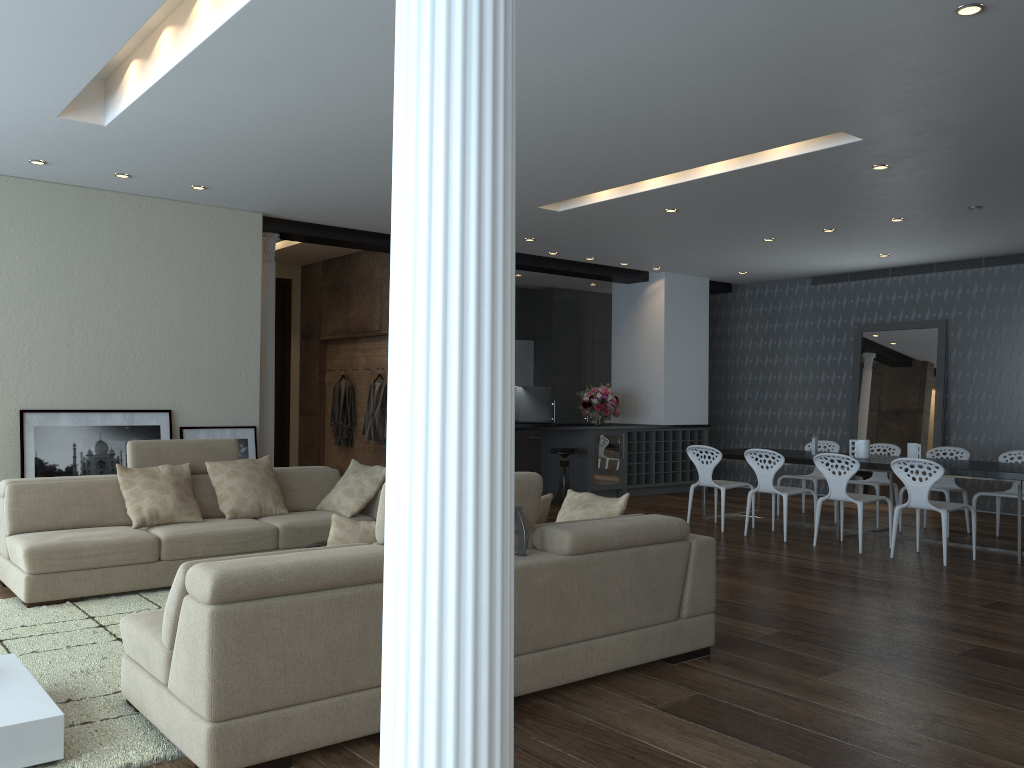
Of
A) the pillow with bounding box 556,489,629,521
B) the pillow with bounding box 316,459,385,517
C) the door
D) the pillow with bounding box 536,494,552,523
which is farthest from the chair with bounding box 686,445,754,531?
the door

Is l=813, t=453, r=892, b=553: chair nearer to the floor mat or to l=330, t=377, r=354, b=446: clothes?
the floor mat

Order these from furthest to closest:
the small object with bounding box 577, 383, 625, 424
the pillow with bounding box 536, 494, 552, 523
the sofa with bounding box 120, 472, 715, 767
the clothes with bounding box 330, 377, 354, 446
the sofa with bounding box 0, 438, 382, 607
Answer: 1. the small object with bounding box 577, 383, 625, 424
2. the clothes with bounding box 330, 377, 354, 446
3. the sofa with bounding box 0, 438, 382, 607
4. the pillow with bounding box 536, 494, 552, 523
5. the sofa with bounding box 120, 472, 715, 767

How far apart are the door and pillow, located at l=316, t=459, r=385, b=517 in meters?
4.9

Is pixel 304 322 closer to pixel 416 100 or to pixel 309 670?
pixel 309 670

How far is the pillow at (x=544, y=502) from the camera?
4.2m

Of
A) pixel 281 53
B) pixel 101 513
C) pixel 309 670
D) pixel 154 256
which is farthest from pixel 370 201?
pixel 309 670

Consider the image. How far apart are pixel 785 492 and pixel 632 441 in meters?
3.7 m

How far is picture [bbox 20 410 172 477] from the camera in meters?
7.1

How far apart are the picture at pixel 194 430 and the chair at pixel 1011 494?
6.8m
